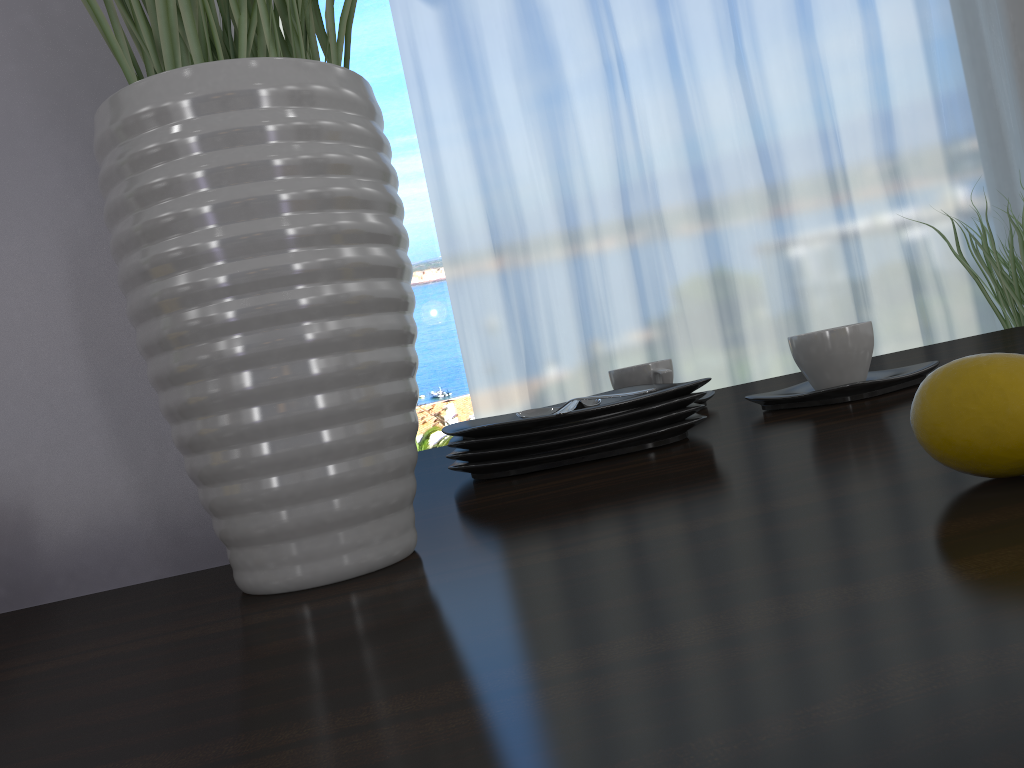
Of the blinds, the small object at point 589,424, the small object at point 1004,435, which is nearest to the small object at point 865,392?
the small object at point 589,424

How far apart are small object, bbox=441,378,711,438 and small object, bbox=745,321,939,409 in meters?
0.1

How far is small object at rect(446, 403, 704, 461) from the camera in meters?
0.7

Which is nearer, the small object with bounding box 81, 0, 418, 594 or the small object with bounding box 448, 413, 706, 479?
the small object with bounding box 81, 0, 418, 594

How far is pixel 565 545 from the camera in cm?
40

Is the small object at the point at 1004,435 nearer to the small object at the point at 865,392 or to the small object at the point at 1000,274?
the small object at the point at 865,392

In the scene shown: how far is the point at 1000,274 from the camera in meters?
3.2

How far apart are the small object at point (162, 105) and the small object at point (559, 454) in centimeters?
25cm

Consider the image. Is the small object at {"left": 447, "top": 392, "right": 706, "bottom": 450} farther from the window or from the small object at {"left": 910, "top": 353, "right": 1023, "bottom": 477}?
the window

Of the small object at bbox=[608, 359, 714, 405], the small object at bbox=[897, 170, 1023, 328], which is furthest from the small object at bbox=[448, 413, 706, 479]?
the small object at bbox=[897, 170, 1023, 328]
